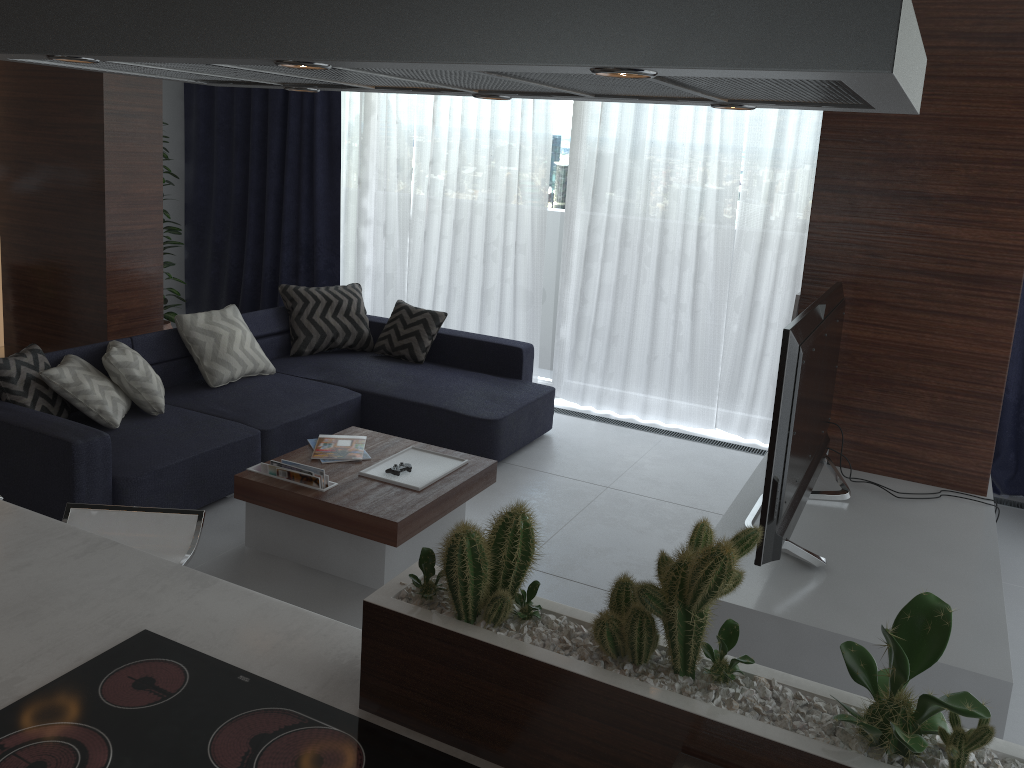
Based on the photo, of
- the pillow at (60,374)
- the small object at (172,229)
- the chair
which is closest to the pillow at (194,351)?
the pillow at (60,374)

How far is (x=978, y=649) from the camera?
2.4m

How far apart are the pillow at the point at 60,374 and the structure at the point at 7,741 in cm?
261

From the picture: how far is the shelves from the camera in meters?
2.4

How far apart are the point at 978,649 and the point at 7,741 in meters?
2.3 m

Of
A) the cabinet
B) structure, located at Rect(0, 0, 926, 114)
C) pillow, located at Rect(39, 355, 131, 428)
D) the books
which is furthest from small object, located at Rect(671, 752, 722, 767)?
pillow, located at Rect(39, 355, 131, 428)

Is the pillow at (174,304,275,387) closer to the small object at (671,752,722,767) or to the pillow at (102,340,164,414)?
the pillow at (102,340,164,414)

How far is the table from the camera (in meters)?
3.44

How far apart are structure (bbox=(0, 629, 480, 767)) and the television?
1.4 meters

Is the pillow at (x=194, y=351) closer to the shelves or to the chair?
the chair
